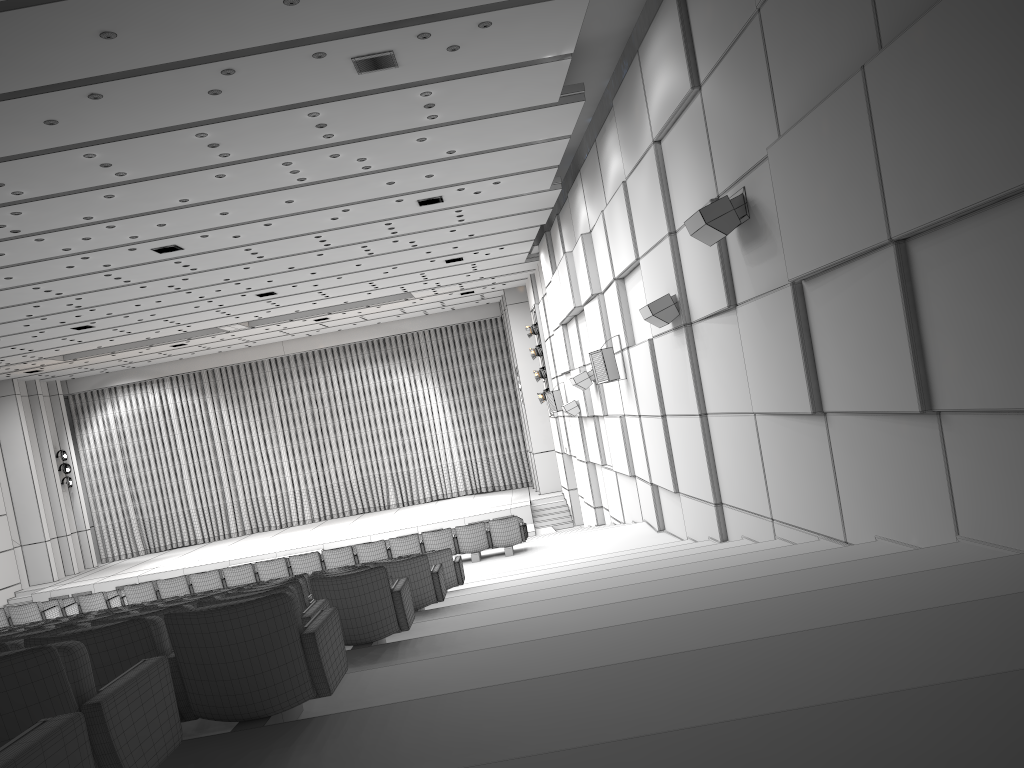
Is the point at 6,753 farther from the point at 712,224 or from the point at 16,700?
the point at 712,224

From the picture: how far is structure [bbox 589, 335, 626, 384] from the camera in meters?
14.4 m

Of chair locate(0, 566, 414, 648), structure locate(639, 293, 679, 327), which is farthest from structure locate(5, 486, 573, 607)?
chair locate(0, 566, 414, 648)

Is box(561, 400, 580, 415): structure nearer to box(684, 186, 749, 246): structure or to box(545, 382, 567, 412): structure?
box(545, 382, 567, 412): structure

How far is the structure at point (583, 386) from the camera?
17.3m

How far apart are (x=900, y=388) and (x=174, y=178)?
9.47m

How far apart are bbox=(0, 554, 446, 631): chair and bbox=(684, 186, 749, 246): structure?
3.9 meters

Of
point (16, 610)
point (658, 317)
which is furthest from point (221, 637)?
point (16, 610)

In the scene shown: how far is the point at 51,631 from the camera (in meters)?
4.41

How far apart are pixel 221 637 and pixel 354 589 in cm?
221
